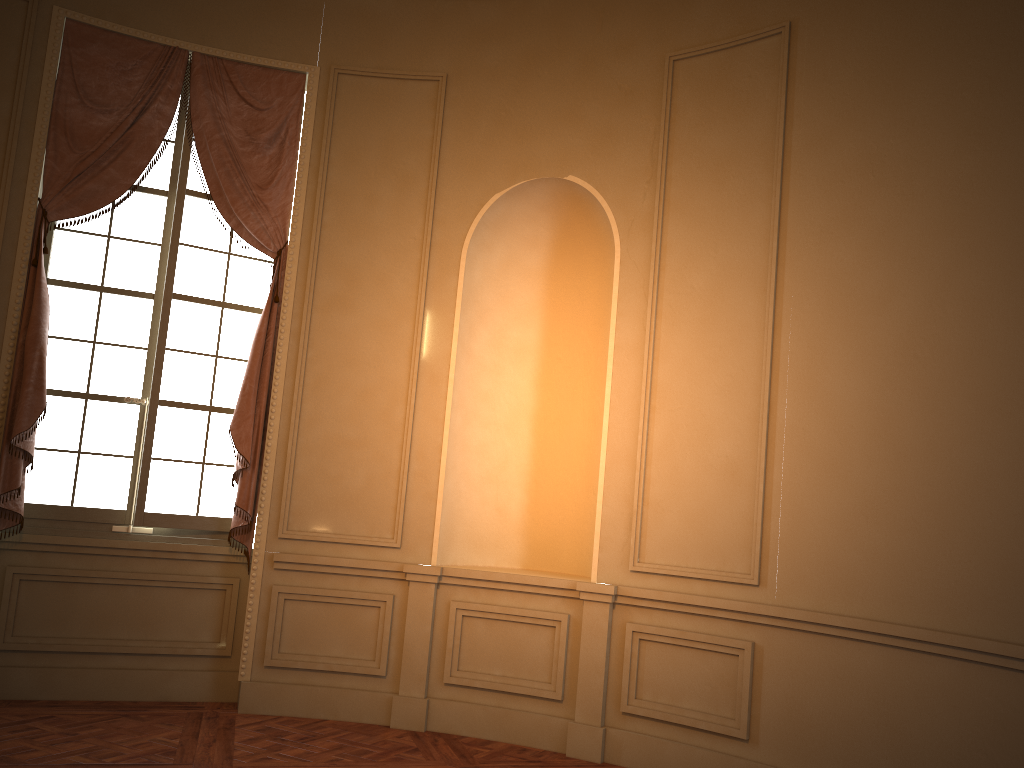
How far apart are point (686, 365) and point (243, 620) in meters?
3.0 m

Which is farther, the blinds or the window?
the window

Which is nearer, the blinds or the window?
the blinds

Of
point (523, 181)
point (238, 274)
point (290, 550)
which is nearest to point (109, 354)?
point (238, 274)

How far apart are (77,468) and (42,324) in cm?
84

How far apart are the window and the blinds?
0.09m

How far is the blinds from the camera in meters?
4.7 m

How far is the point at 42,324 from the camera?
4.66m

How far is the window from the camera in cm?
497

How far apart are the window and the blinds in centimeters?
9cm
